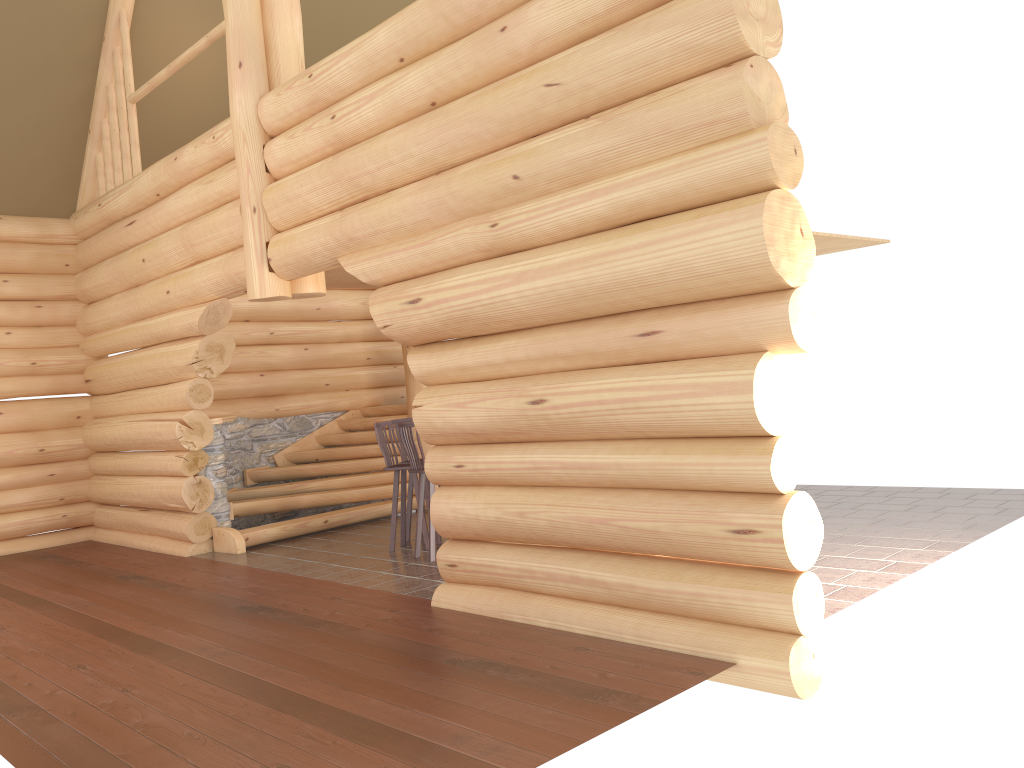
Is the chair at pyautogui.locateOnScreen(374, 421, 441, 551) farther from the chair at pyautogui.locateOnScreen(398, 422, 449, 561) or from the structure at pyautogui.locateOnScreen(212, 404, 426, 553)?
the structure at pyautogui.locateOnScreen(212, 404, 426, 553)

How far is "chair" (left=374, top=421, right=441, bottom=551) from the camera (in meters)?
8.94

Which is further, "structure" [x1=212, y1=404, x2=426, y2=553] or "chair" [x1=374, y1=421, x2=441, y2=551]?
"structure" [x1=212, y1=404, x2=426, y2=553]

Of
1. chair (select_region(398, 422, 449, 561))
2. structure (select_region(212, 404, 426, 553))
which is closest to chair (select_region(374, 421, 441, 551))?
chair (select_region(398, 422, 449, 561))

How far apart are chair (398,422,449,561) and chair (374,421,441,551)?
0.4m

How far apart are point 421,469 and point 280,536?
2.8 meters

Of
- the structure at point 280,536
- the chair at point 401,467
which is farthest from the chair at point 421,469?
the structure at point 280,536

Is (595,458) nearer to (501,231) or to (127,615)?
(501,231)

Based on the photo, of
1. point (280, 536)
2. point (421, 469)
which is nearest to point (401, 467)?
point (421, 469)

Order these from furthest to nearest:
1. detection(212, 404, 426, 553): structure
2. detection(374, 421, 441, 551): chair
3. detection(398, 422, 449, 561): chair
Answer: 1. detection(212, 404, 426, 553): structure
2. detection(374, 421, 441, 551): chair
3. detection(398, 422, 449, 561): chair
